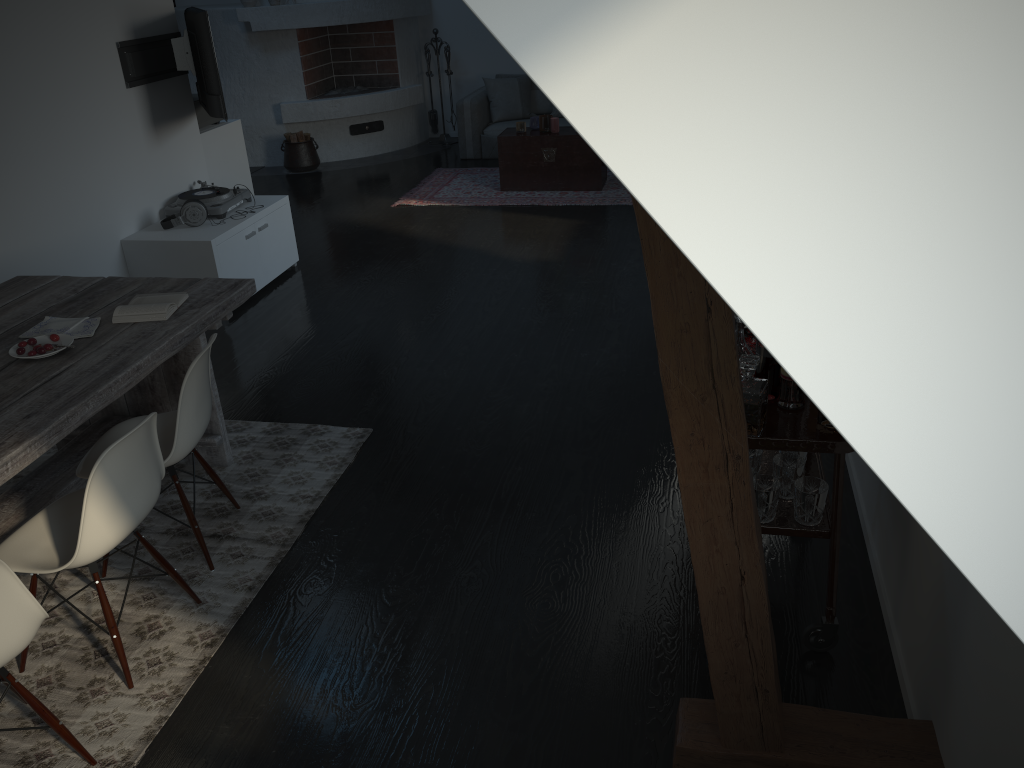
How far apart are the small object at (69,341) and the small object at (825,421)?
2.5m

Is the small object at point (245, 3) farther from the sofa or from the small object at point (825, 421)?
the small object at point (825, 421)

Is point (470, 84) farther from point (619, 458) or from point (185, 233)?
point (619, 458)

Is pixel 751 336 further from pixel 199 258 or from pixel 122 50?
pixel 122 50

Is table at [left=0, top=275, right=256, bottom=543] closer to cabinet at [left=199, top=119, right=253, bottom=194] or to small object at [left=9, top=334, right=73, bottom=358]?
small object at [left=9, top=334, right=73, bottom=358]

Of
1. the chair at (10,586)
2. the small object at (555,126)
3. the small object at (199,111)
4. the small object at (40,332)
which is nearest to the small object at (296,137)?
A: the small object at (555,126)

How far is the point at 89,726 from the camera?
2.5 meters

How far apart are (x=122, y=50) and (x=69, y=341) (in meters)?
2.99

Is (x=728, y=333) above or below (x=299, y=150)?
above

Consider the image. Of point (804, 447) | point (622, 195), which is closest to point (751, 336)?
point (804, 447)
